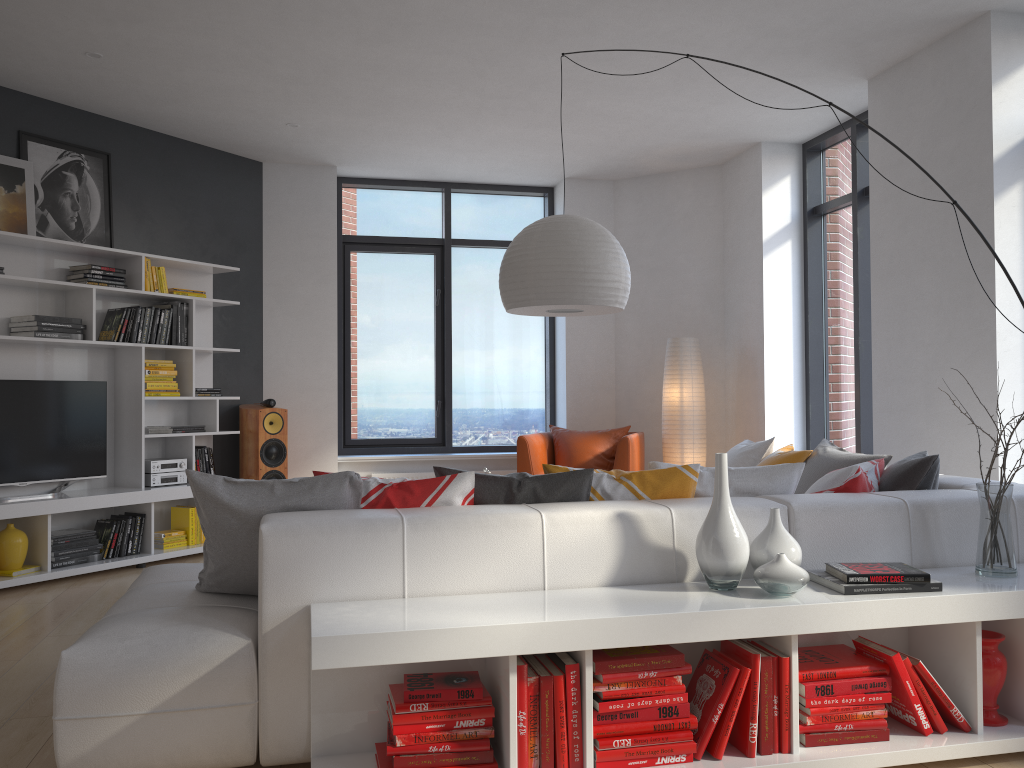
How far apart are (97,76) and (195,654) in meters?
4.2 m

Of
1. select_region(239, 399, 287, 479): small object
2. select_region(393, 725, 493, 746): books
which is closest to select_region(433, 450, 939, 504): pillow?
select_region(393, 725, 493, 746): books

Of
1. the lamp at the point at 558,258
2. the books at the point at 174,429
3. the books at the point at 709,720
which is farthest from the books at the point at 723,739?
the books at the point at 174,429

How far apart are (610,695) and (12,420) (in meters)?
4.41

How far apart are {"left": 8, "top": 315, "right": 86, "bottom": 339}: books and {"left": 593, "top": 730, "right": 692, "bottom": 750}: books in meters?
4.4 m

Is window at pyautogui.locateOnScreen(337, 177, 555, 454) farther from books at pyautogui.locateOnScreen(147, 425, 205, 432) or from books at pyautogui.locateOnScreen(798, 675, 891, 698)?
books at pyautogui.locateOnScreen(798, 675, 891, 698)

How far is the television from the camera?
5.3 meters

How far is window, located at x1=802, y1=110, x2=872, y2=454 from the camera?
6.1m

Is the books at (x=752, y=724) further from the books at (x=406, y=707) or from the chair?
the chair

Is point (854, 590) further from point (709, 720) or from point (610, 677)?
point (610, 677)
